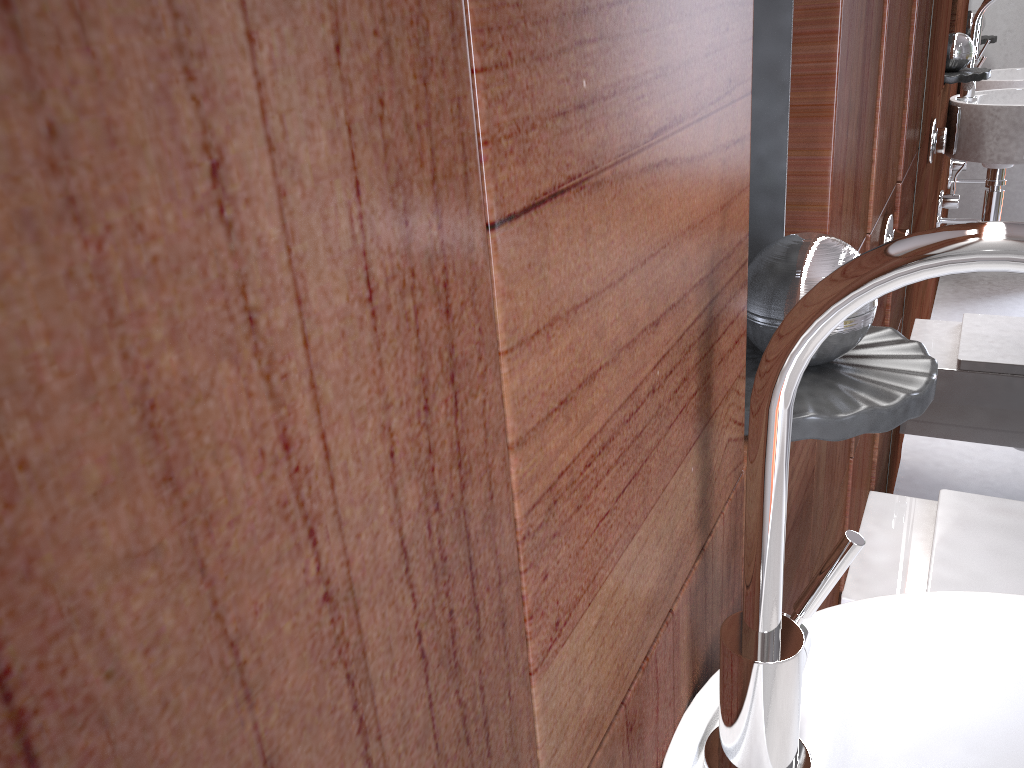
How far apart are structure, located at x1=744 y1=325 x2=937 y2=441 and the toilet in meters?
0.7 m

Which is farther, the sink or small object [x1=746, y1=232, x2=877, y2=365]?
small object [x1=746, y1=232, x2=877, y2=365]

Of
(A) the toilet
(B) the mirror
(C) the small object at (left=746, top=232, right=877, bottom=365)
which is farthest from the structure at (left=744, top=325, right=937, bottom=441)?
(B) the mirror

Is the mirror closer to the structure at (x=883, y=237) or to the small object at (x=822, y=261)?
the structure at (x=883, y=237)

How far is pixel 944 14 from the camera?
1.5 meters

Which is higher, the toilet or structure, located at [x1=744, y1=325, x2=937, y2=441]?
structure, located at [x1=744, y1=325, x2=937, y2=441]

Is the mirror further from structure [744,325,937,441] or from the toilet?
structure [744,325,937,441]

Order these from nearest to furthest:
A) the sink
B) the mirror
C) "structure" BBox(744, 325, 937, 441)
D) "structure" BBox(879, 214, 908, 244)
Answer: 1. the sink
2. "structure" BBox(744, 325, 937, 441)
3. "structure" BBox(879, 214, 908, 244)
4. the mirror

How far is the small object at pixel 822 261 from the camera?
0.6 meters

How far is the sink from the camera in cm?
35
